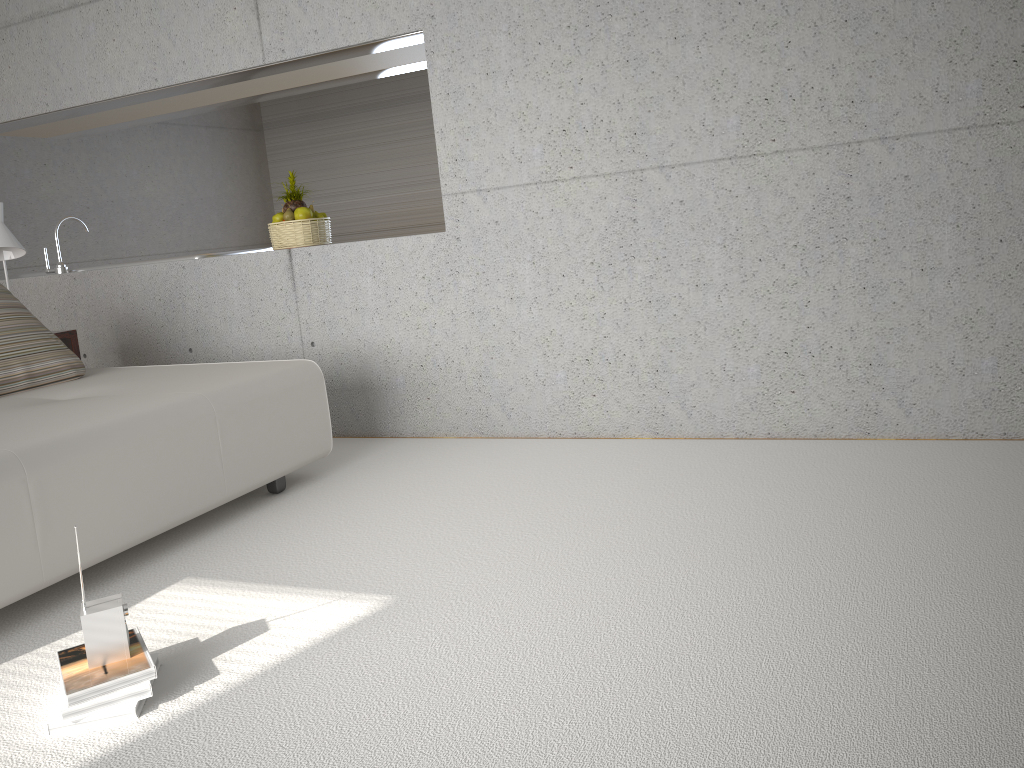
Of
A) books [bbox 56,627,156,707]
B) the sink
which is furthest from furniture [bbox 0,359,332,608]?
the sink

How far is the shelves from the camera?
Result: 4.5m

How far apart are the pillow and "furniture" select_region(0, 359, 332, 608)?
0.1m

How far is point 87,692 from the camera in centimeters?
202cm

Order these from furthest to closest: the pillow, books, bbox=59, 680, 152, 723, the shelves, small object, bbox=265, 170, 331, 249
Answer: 1. small object, bbox=265, 170, 331, 249
2. the shelves
3. the pillow
4. books, bbox=59, 680, 152, 723

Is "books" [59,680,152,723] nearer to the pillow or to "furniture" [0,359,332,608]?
"furniture" [0,359,332,608]

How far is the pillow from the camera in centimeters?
383cm

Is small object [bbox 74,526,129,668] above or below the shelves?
below

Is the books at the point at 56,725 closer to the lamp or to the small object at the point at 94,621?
the small object at the point at 94,621

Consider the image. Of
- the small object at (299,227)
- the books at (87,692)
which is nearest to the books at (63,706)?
the books at (87,692)
